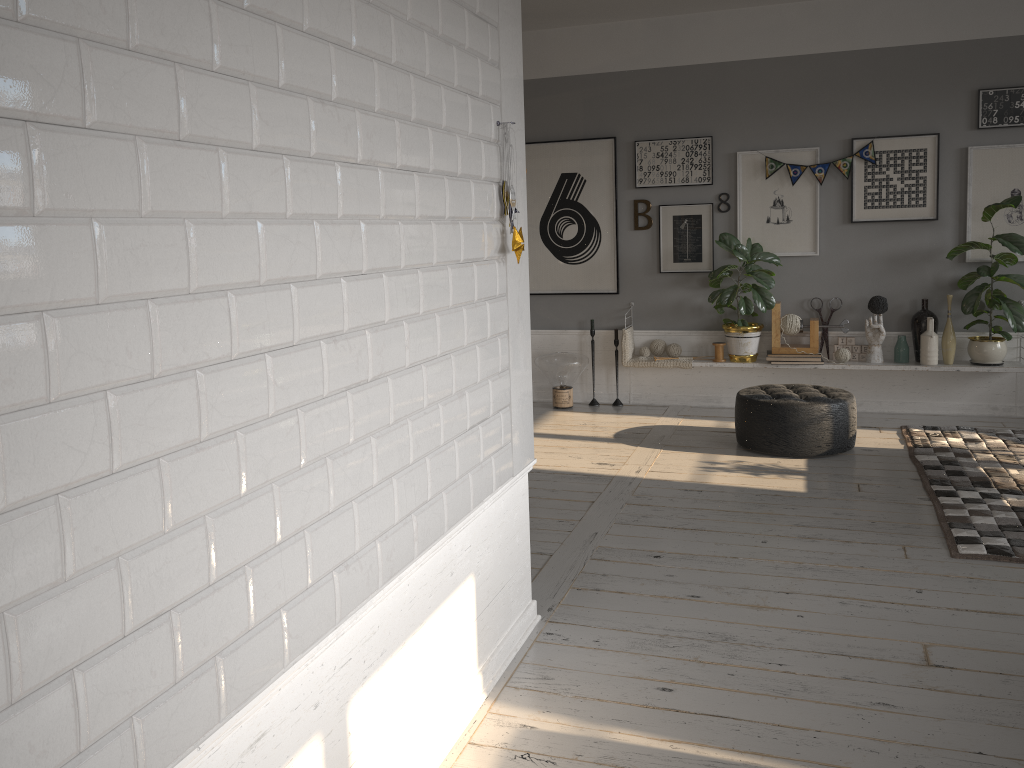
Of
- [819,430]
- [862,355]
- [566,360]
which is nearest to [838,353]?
[862,355]

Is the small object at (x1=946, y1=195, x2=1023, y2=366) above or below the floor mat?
above

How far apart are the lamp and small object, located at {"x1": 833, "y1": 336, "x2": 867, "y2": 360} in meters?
1.9 m

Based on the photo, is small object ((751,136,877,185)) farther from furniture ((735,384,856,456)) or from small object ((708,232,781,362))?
furniture ((735,384,856,456))

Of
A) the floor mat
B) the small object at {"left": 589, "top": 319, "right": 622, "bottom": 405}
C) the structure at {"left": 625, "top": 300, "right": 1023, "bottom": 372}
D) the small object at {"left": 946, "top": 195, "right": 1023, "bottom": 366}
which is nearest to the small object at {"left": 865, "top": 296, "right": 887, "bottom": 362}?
the structure at {"left": 625, "top": 300, "right": 1023, "bottom": 372}

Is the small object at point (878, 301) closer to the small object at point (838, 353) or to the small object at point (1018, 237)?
the small object at point (838, 353)

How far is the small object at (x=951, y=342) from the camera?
6.1m

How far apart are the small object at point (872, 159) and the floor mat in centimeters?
185cm

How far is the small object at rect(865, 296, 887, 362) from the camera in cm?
624

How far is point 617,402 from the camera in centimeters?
707cm
